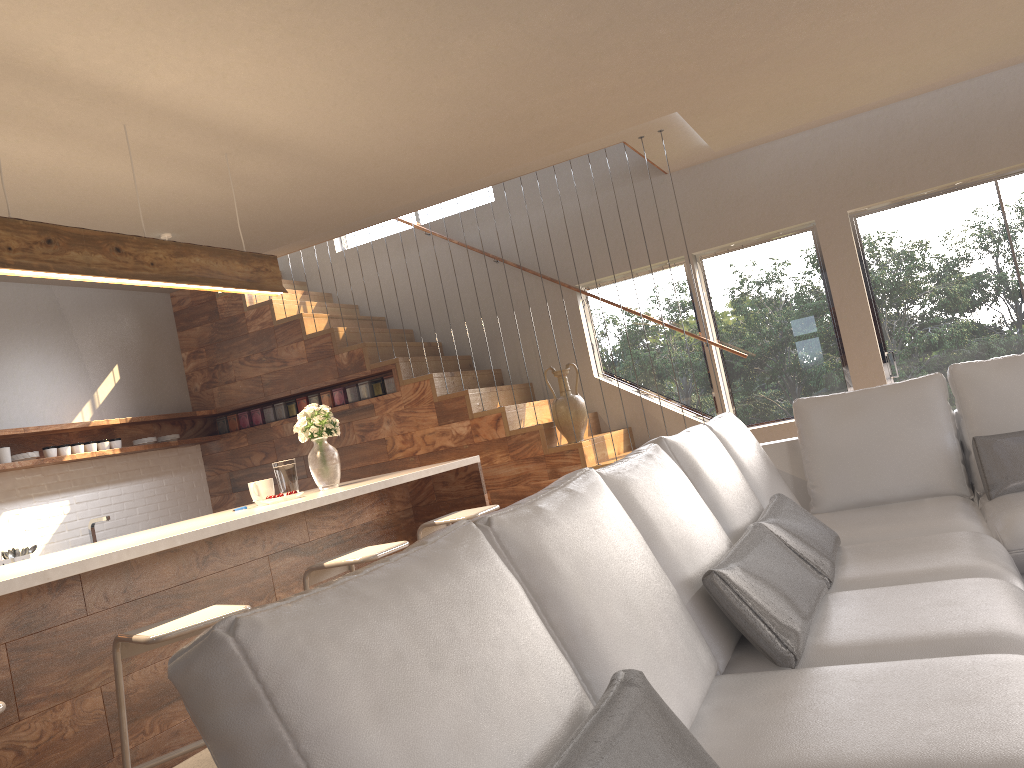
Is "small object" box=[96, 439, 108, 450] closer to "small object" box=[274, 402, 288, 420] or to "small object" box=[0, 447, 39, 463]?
"small object" box=[0, 447, 39, 463]

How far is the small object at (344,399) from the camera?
7.0m

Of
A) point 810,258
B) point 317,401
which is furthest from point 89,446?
point 810,258

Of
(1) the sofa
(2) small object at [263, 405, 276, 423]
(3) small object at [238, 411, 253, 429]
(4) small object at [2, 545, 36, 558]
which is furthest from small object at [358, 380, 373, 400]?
(1) the sofa

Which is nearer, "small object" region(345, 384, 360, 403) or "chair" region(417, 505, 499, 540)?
"chair" region(417, 505, 499, 540)

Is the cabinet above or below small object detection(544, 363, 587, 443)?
below

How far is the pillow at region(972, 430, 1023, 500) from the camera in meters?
3.4 m

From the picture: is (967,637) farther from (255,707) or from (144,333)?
(144,333)

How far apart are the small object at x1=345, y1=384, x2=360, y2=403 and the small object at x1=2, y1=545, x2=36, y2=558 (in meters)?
2.39

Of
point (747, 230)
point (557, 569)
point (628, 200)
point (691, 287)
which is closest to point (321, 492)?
point (557, 569)
